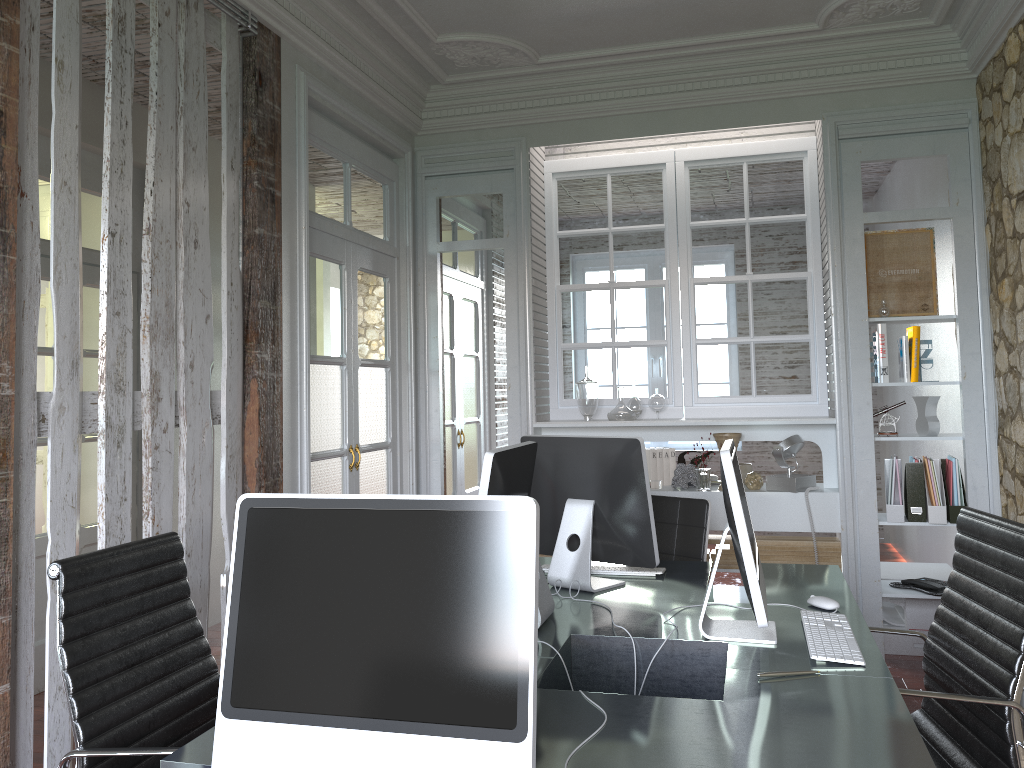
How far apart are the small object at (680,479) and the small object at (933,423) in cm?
109

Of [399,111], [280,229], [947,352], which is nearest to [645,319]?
[399,111]

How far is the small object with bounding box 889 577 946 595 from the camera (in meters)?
4.18

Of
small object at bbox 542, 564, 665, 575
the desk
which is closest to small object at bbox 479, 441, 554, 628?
the desk

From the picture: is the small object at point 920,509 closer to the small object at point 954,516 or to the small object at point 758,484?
the small object at point 954,516

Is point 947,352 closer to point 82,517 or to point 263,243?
point 263,243

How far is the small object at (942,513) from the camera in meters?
4.1 m

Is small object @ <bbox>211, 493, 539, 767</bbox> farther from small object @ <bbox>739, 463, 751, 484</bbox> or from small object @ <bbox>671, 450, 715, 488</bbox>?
small object @ <bbox>739, 463, 751, 484</bbox>

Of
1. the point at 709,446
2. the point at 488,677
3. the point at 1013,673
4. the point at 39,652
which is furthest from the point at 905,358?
the point at 39,652

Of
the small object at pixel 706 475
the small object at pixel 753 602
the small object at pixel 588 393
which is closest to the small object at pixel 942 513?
the small object at pixel 706 475
